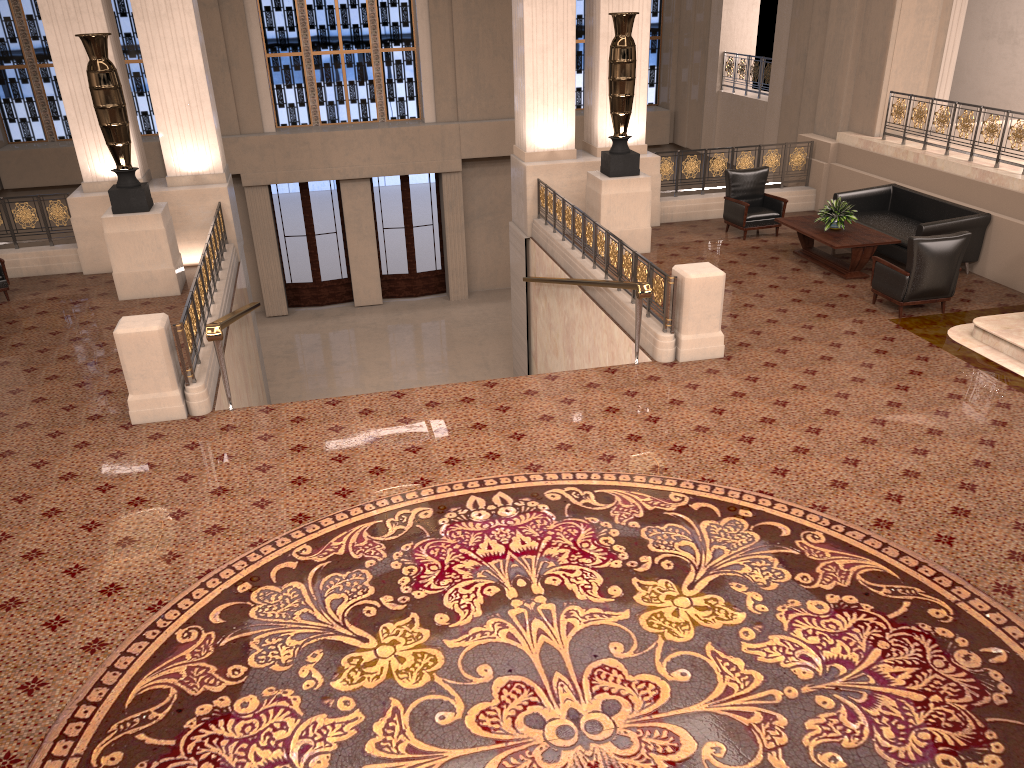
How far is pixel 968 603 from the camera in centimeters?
492cm

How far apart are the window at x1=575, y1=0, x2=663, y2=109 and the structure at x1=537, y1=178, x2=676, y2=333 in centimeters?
828cm

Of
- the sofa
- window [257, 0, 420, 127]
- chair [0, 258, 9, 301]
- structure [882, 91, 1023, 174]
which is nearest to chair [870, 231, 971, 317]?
the sofa

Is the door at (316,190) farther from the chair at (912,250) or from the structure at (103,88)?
the chair at (912,250)

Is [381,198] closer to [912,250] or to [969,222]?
[969,222]

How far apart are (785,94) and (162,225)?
10.5m

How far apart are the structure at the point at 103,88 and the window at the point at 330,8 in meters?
8.6

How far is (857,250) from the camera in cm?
1032

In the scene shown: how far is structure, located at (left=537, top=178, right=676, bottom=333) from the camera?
8.6m

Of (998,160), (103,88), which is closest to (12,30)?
(103,88)
